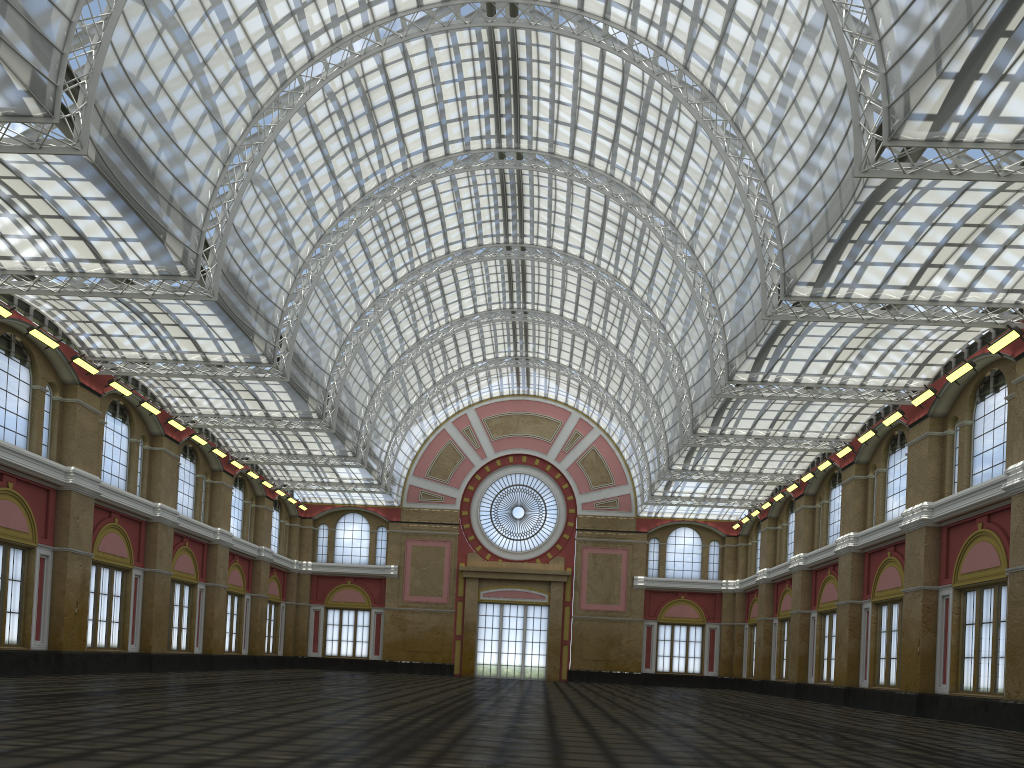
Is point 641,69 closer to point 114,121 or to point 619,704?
point 114,121

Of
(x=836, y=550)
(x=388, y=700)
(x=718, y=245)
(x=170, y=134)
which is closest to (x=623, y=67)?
(x=718, y=245)
